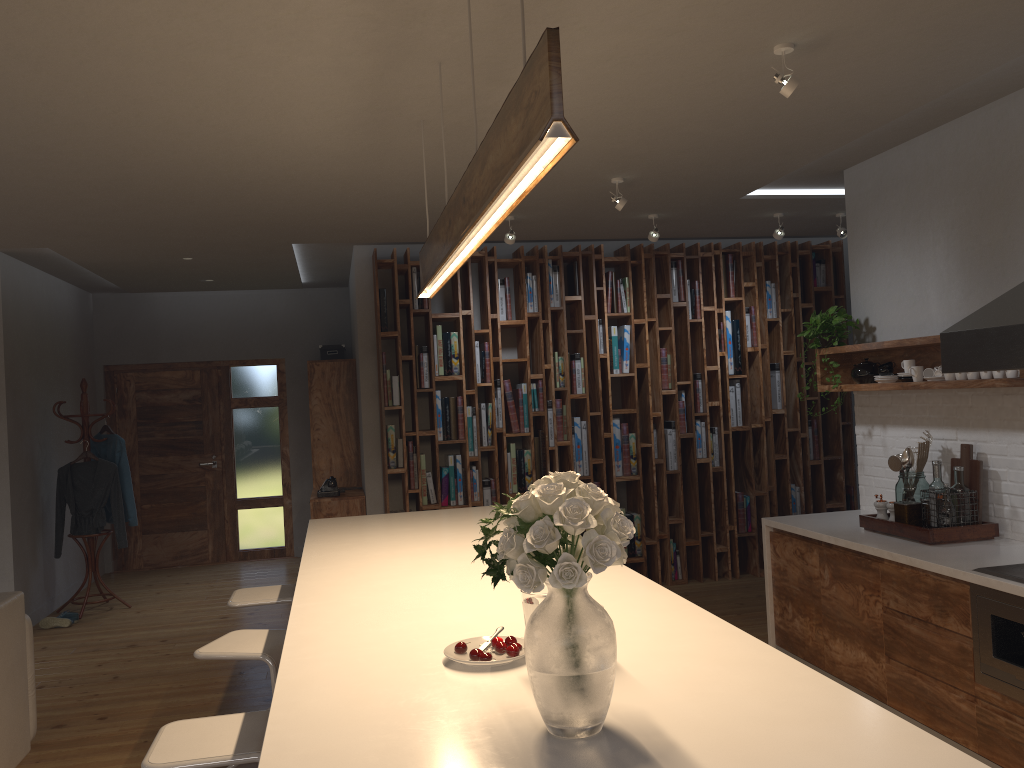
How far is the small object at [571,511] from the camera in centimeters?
148cm

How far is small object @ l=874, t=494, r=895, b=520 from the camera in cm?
441

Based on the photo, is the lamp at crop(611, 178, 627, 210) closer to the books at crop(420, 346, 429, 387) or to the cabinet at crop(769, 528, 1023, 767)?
the cabinet at crop(769, 528, 1023, 767)

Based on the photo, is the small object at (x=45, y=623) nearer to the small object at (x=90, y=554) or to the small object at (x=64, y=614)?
the small object at (x=64, y=614)

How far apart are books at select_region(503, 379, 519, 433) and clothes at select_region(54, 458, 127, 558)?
3.2 meters

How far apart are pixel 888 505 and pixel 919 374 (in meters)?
0.67

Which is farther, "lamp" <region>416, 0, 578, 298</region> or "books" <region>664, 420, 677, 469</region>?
"books" <region>664, 420, 677, 469</region>

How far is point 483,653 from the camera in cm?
193

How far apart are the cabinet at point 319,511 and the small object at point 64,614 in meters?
2.0

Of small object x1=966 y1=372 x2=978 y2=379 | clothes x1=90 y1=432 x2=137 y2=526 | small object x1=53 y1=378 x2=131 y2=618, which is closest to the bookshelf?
clothes x1=90 y1=432 x2=137 y2=526
